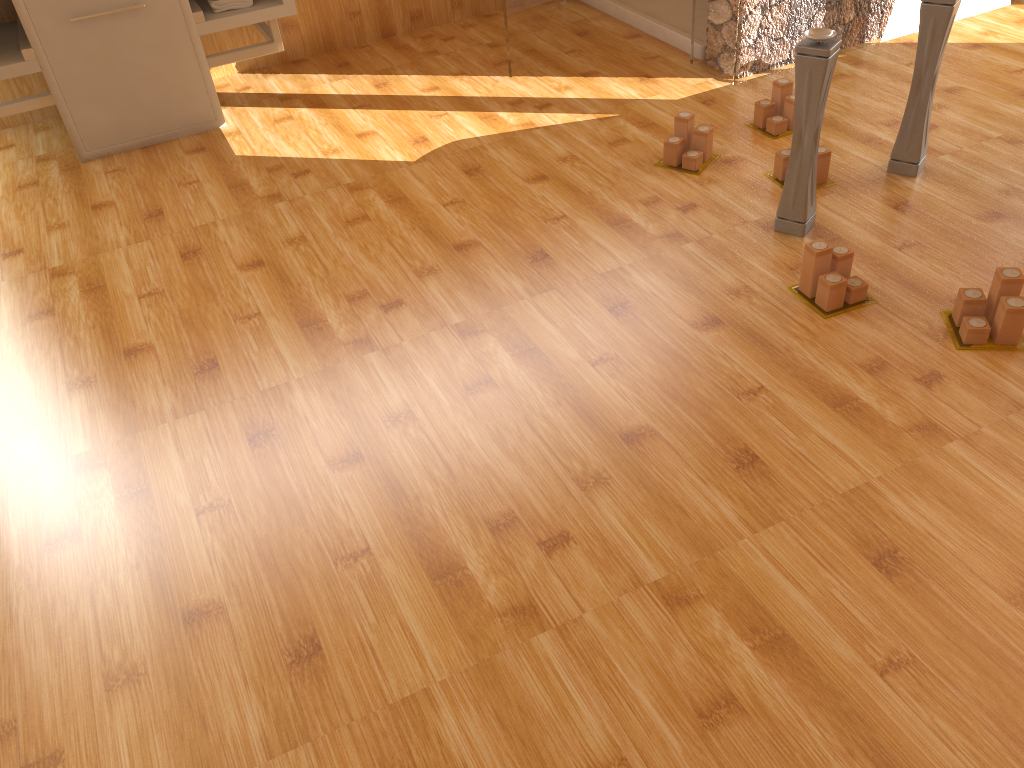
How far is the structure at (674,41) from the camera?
3.2m

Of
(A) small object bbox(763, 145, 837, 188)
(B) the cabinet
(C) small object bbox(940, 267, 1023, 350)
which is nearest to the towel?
(B) the cabinet

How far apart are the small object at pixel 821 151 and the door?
1.1m

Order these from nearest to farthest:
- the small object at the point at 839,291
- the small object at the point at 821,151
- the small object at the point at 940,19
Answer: the small object at the point at 839,291 < the small object at the point at 940,19 < the small object at the point at 821,151

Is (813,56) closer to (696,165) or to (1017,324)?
(696,165)

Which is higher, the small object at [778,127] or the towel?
the towel

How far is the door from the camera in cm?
303

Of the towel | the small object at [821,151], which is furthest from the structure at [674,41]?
the towel

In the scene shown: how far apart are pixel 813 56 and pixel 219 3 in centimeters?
194cm

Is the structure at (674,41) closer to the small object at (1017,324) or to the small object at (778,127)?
the small object at (778,127)
